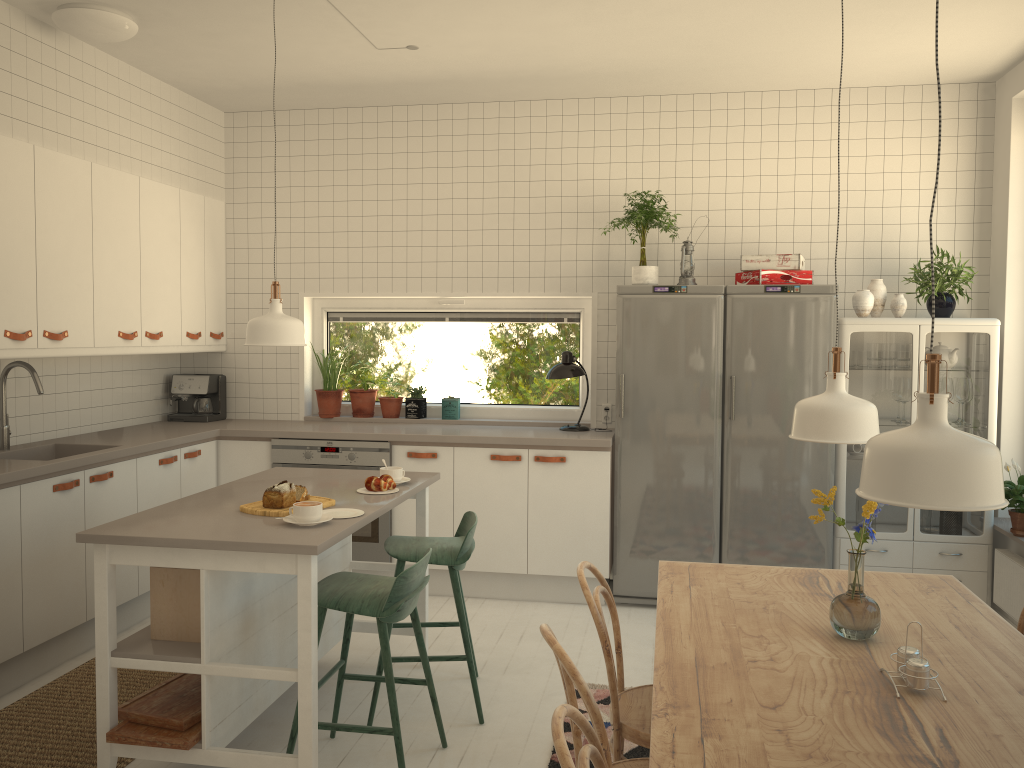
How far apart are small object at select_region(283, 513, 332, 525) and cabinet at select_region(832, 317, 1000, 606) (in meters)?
2.92

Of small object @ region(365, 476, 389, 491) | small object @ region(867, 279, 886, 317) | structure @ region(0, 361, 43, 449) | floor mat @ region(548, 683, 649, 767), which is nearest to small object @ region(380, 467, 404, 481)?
small object @ region(365, 476, 389, 491)

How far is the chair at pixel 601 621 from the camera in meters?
2.4 m

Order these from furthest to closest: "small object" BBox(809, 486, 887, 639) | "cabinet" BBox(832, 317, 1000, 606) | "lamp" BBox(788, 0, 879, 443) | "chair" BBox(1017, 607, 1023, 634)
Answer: "cabinet" BBox(832, 317, 1000, 606), "chair" BBox(1017, 607, 1023, 634), "lamp" BBox(788, 0, 879, 443), "small object" BBox(809, 486, 887, 639)

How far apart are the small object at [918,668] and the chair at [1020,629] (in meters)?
0.92

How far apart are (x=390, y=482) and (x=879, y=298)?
2.82m

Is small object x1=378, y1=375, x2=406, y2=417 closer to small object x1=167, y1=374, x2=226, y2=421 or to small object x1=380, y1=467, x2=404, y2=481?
small object x1=167, y1=374, x2=226, y2=421

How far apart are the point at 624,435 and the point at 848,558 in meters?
2.7 m

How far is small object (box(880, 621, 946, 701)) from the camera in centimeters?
181cm

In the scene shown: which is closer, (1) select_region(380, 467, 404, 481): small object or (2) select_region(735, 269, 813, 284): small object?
(1) select_region(380, 467, 404, 481): small object
